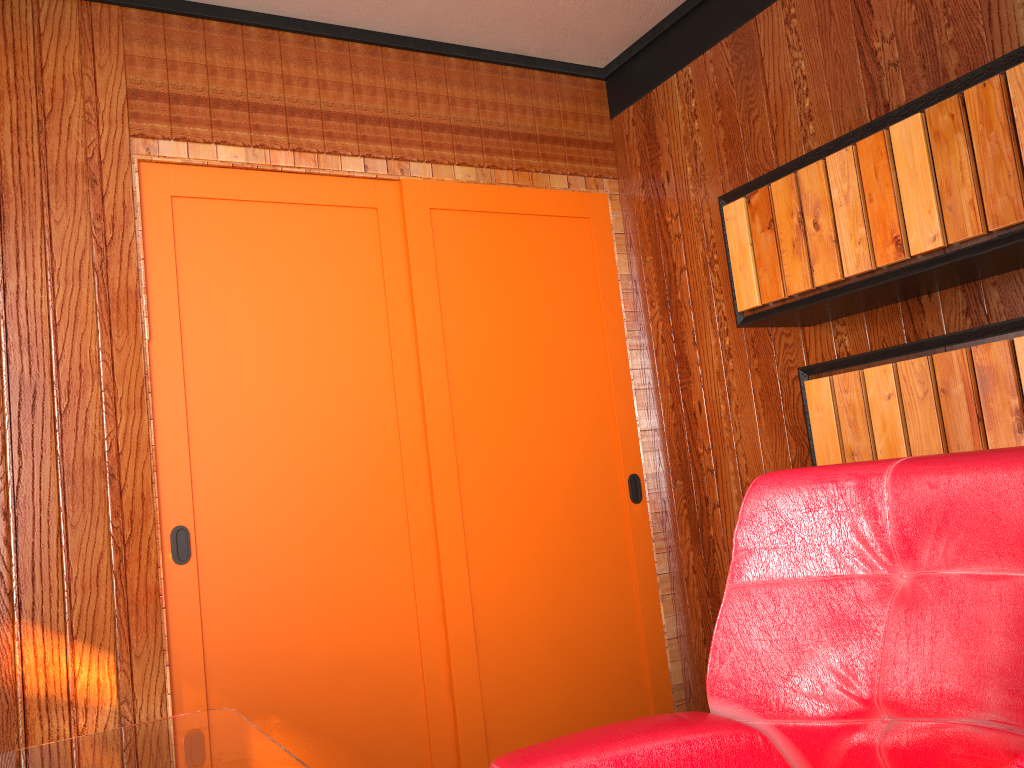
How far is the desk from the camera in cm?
128

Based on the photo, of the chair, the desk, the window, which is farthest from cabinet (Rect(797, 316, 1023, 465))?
the desk

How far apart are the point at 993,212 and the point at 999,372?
0.3 meters

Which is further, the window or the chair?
the window

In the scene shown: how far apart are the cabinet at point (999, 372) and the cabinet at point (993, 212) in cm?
16

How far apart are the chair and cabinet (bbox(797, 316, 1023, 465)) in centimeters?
77cm

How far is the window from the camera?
2.6m

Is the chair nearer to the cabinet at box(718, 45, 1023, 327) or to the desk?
the desk

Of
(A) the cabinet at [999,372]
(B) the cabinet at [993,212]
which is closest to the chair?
(A) the cabinet at [999,372]

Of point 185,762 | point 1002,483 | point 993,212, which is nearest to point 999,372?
point 993,212
